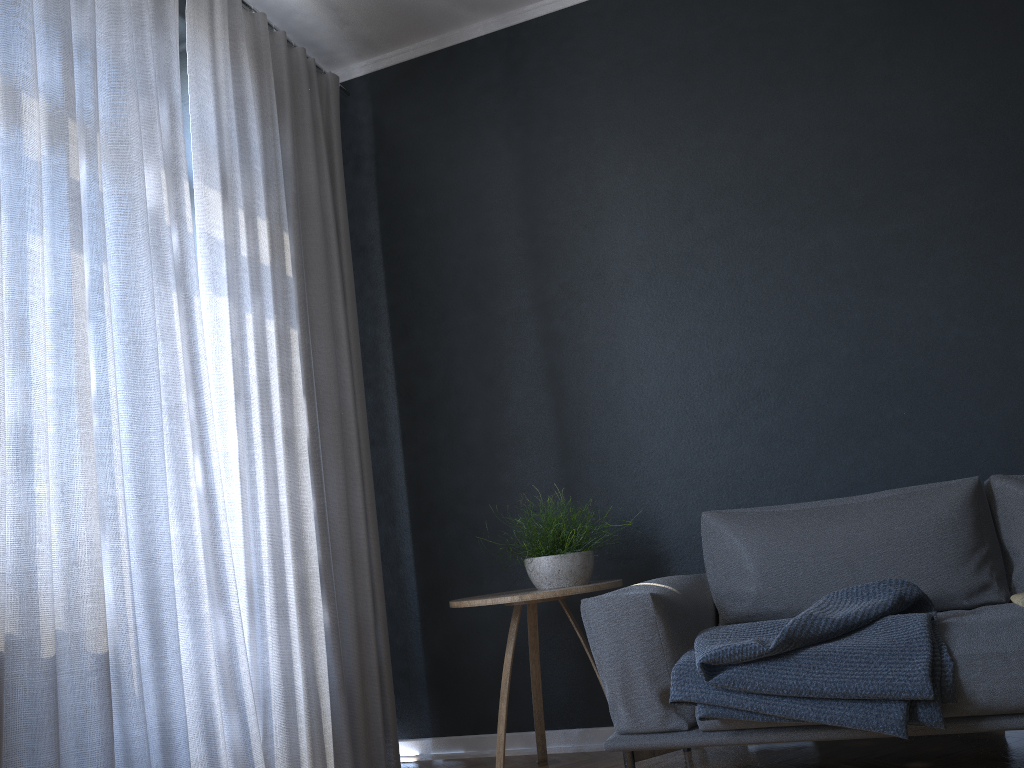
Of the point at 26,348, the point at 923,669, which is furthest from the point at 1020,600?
the point at 26,348

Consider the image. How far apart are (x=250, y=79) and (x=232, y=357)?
1.0m

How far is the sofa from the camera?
2.1 meters

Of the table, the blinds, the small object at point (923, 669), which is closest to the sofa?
the small object at point (923, 669)

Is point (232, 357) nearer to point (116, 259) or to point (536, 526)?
point (116, 259)

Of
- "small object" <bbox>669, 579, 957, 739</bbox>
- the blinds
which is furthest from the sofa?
the blinds

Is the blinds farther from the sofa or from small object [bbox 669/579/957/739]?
small object [bbox 669/579/957/739]

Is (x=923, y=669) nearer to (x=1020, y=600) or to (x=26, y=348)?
(x=1020, y=600)

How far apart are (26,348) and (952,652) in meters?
2.3

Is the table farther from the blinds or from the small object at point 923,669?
the blinds
